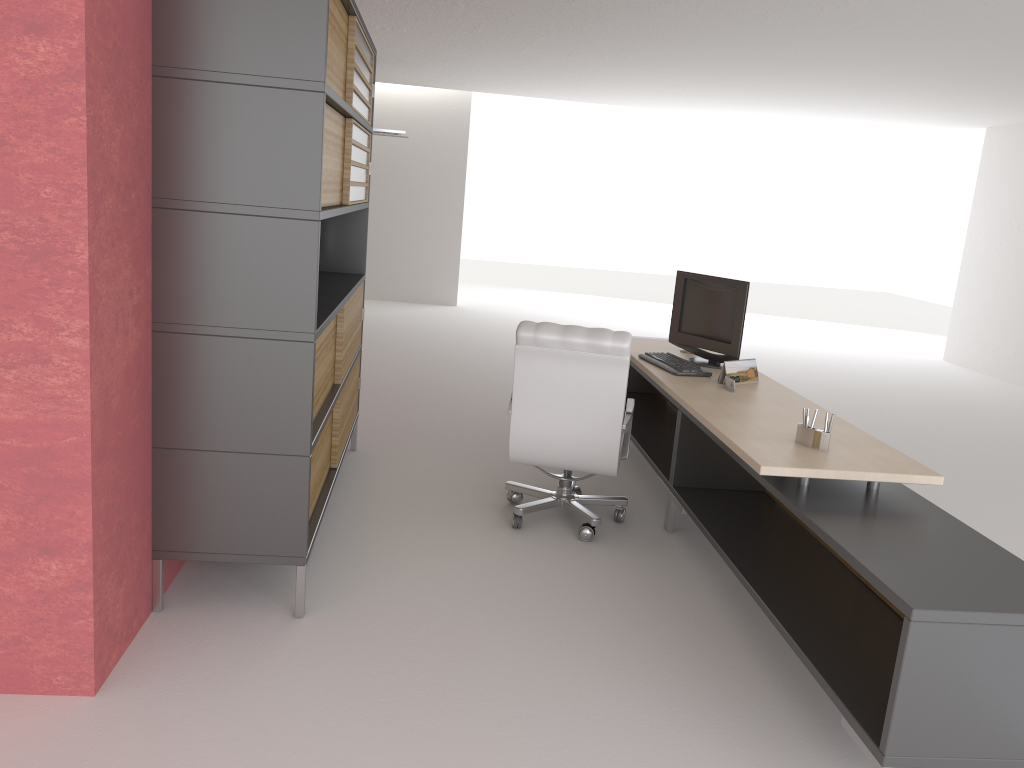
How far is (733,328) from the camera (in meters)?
7.42

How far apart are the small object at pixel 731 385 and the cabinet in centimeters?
292cm

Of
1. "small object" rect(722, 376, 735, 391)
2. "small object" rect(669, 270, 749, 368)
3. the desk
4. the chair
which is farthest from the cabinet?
"small object" rect(722, 376, 735, 391)

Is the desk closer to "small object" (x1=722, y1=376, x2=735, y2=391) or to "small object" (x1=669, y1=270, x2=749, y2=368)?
"small object" (x1=722, y1=376, x2=735, y2=391)

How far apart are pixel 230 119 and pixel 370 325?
11.6 meters

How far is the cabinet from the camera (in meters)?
4.52

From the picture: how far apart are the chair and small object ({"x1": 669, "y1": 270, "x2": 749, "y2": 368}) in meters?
1.0 m

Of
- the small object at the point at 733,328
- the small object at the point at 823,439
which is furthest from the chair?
the small object at the point at 823,439

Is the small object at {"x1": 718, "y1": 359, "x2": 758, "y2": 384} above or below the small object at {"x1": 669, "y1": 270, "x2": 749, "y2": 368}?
below

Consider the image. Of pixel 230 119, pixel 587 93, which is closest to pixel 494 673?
pixel 230 119
